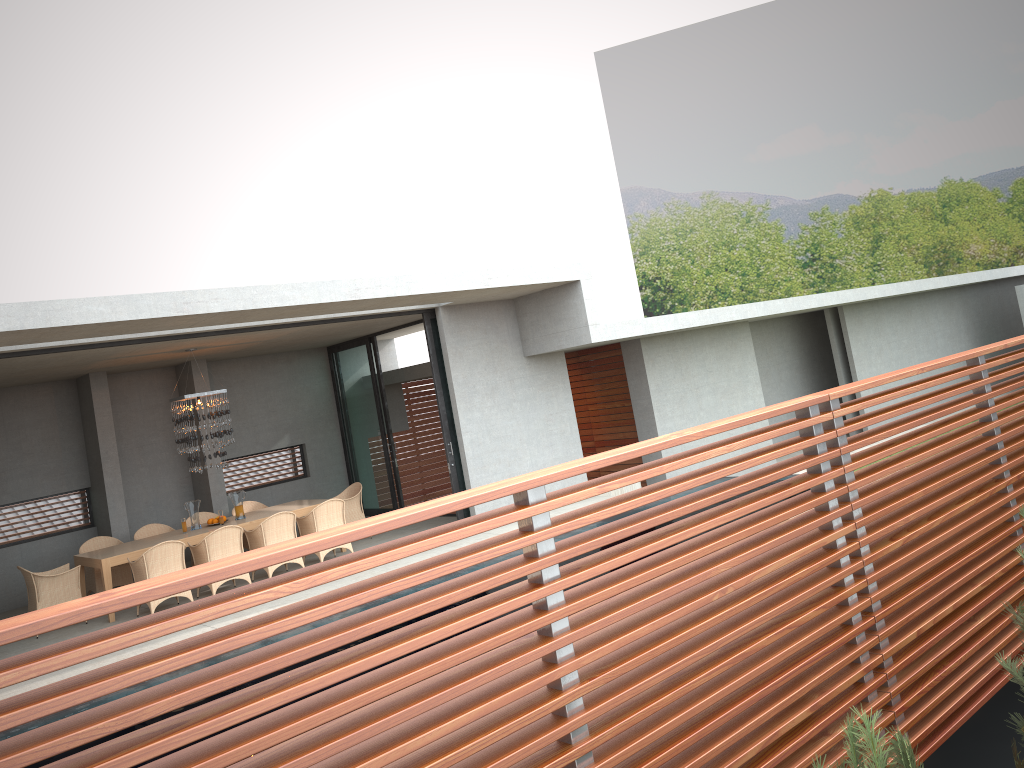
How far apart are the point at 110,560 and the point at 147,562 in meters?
0.7 m

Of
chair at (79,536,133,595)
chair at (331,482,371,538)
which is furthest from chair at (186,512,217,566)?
chair at (331,482,371,538)

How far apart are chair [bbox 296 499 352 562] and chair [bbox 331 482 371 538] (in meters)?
1.23

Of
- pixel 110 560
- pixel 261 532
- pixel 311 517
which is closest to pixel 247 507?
pixel 311 517

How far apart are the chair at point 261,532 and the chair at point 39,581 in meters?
2.1 m

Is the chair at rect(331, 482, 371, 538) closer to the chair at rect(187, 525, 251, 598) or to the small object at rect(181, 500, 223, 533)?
the chair at rect(187, 525, 251, 598)

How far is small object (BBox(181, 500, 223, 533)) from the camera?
40.1 meters

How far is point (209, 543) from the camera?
11.1 meters

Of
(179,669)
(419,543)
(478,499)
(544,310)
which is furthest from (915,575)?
(544,310)

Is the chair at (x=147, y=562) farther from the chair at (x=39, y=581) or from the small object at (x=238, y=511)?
the small object at (x=238, y=511)
